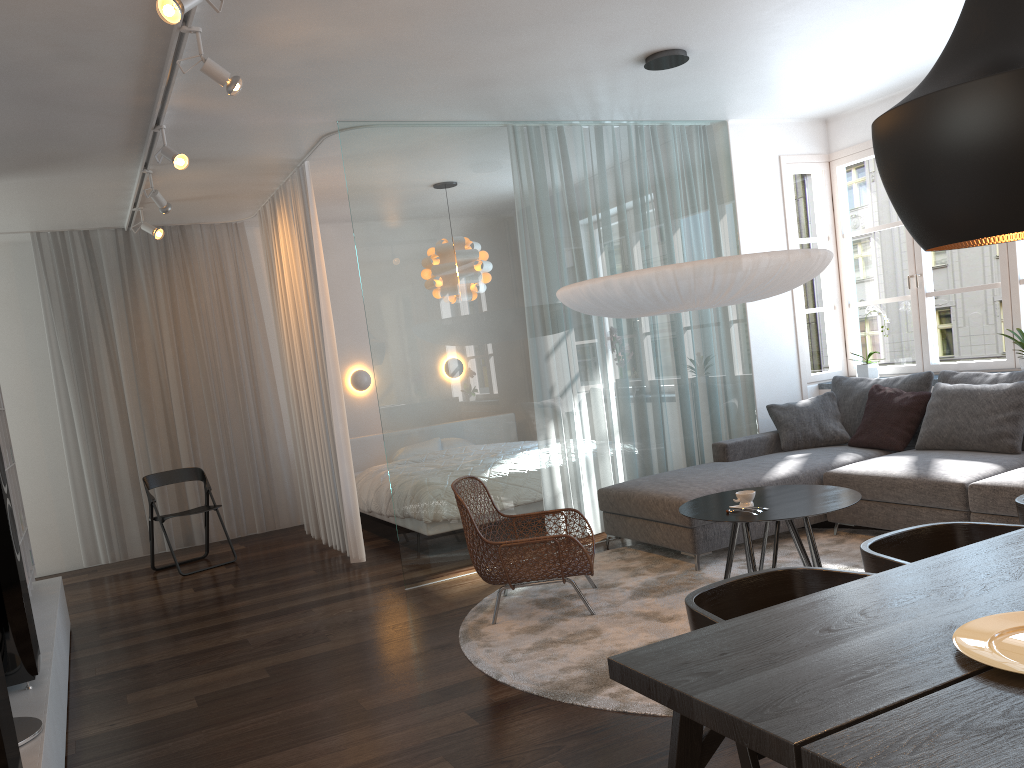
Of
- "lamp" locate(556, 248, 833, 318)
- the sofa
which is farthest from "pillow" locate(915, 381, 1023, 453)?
"lamp" locate(556, 248, 833, 318)

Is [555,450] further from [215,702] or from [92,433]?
[92,433]

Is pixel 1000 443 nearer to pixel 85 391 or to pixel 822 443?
pixel 822 443

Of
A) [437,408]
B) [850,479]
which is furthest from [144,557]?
[850,479]

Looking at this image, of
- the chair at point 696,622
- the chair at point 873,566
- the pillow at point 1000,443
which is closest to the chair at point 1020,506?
the chair at point 873,566

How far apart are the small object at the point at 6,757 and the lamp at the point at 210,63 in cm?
240

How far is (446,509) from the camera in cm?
545

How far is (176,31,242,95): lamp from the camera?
3.6m

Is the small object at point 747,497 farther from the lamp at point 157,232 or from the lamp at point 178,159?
the lamp at point 157,232

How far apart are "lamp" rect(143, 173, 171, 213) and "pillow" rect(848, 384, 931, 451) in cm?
472
